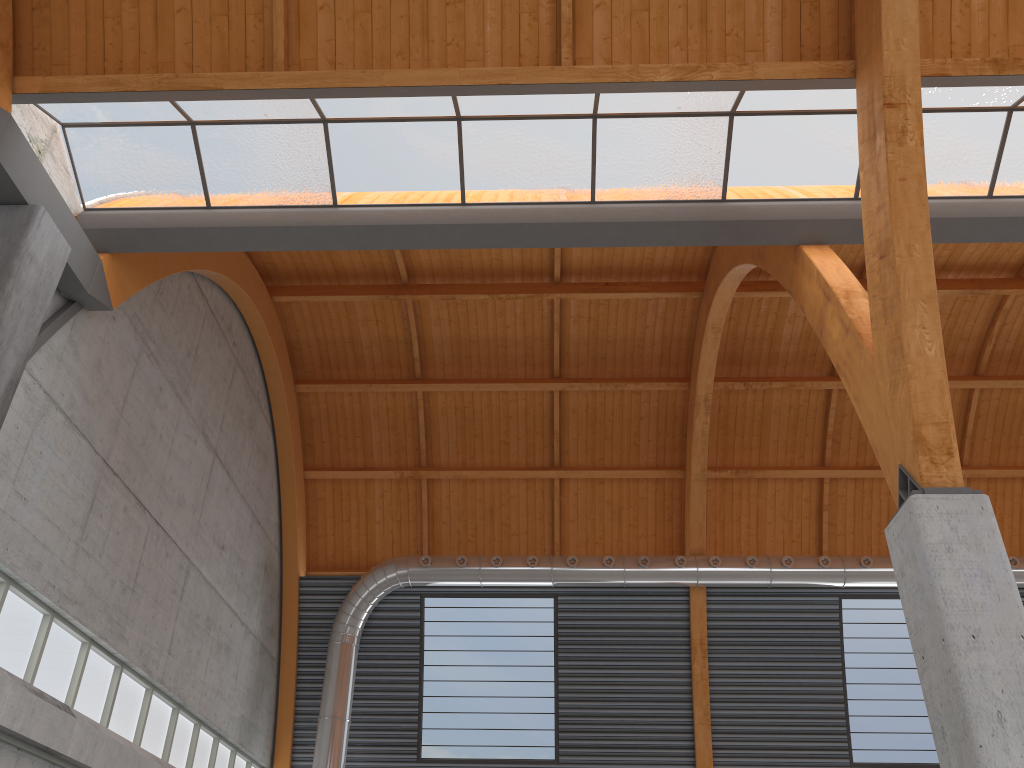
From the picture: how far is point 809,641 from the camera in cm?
3521
